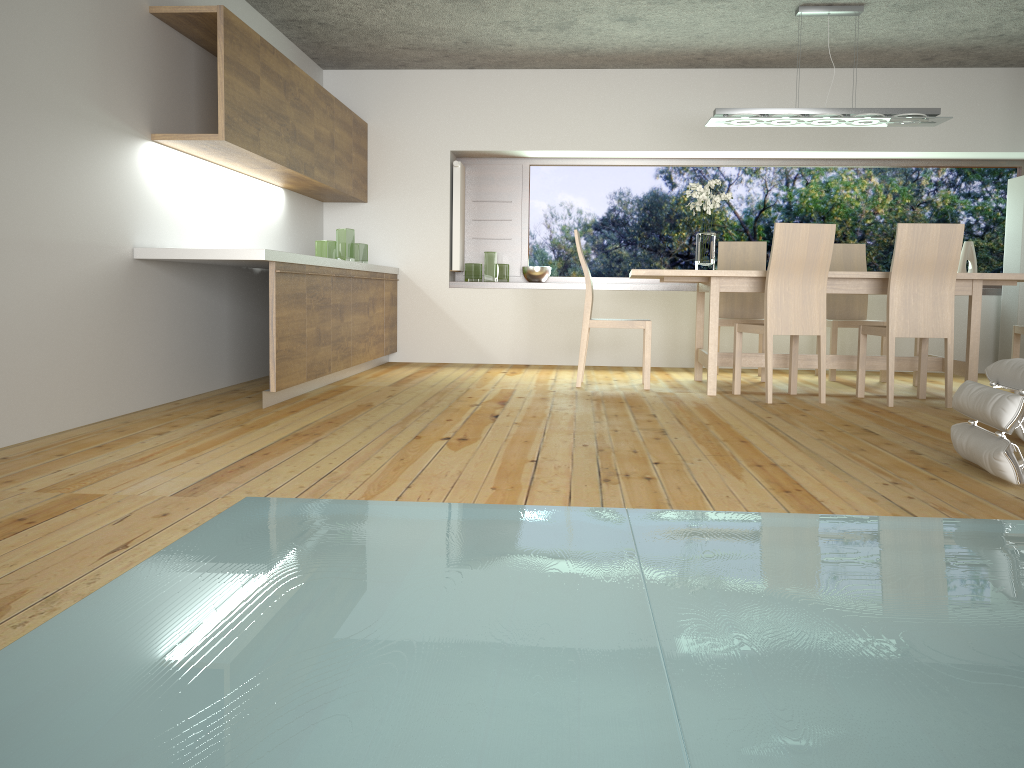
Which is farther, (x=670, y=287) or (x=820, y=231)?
(x=670, y=287)

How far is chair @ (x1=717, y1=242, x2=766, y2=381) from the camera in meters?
6.6

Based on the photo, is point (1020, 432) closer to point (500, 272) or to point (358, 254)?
point (358, 254)

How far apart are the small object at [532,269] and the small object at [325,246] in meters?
1.8 m

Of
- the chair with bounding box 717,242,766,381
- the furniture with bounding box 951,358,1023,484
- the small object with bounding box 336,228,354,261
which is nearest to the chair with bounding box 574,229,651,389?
the chair with bounding box 717,242,766,381

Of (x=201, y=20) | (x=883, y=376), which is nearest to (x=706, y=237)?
(x=883, y=376)

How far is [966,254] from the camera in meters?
7.3 m

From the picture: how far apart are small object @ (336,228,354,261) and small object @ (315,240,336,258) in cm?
11

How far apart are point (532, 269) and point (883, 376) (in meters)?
2.88

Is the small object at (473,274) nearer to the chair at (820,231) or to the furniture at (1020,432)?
the chair at (820,231)
